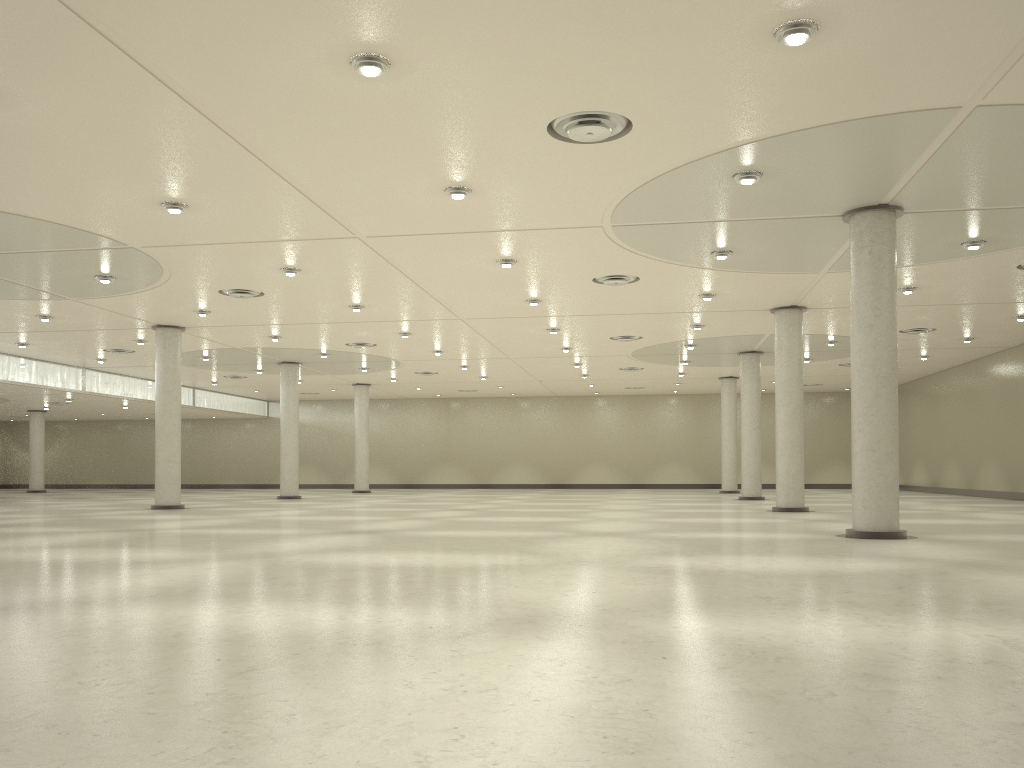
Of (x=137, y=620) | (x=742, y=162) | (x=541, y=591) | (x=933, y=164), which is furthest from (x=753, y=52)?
(x=137, y=620)

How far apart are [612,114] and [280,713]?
20.7m
